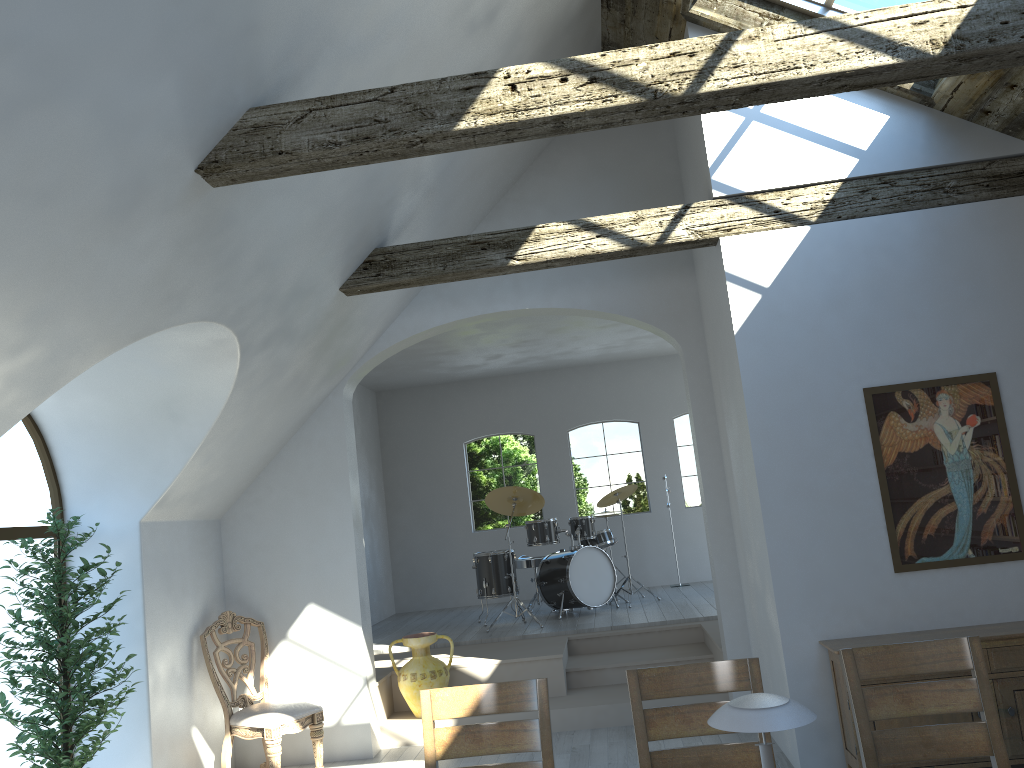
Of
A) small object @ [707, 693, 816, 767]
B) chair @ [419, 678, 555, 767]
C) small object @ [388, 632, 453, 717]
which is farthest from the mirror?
small object @ [388, 632, 453, 717]

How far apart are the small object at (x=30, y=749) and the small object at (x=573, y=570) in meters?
4.3

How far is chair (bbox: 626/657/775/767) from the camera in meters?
3.0

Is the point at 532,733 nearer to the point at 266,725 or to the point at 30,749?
the point at 30,749

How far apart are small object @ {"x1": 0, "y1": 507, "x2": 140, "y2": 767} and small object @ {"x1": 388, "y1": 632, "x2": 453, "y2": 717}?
2.31m

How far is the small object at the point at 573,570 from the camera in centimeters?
905cm

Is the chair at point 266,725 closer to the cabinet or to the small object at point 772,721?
the cabinet

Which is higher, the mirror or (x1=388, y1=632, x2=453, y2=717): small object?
the mirror

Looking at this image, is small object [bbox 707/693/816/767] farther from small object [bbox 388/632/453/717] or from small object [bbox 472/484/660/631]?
small object [bbox 472/484/660/631]

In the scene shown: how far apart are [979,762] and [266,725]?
4.1 meters
